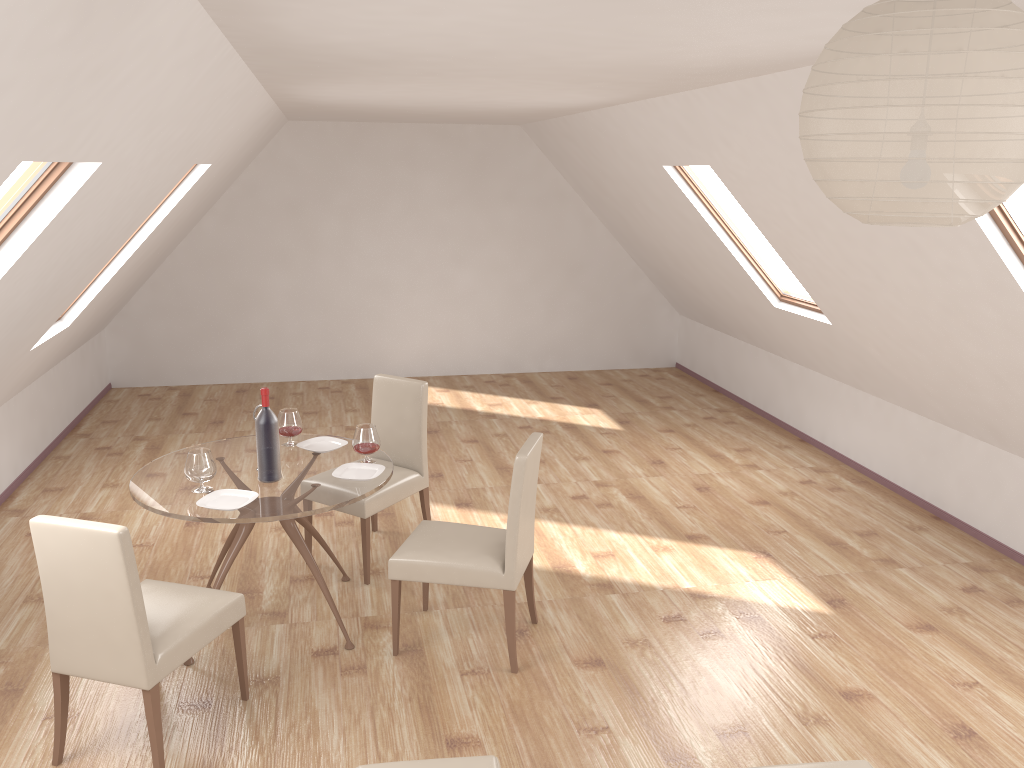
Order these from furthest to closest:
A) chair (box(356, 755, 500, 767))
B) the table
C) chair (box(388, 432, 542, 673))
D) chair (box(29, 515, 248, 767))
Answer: chair (box(388, 432, 542, 673)) → the table → chair (box(29, 515, 248, 767)) → chair (box(356, 755, 500, 767))

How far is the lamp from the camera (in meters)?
1.11

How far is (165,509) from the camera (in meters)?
3.72

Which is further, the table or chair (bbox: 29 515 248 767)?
the table

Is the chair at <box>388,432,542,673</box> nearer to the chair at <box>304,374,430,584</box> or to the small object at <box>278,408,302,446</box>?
the chair at <box>304,374,430,584</box>

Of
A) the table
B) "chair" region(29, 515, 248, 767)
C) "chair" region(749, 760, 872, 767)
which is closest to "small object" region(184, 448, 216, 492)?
the table

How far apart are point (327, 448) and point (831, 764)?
2.8m

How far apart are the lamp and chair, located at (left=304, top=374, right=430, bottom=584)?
3.7 meters

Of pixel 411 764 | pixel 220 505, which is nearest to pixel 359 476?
pixel 220 505

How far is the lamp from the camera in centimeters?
111cm
